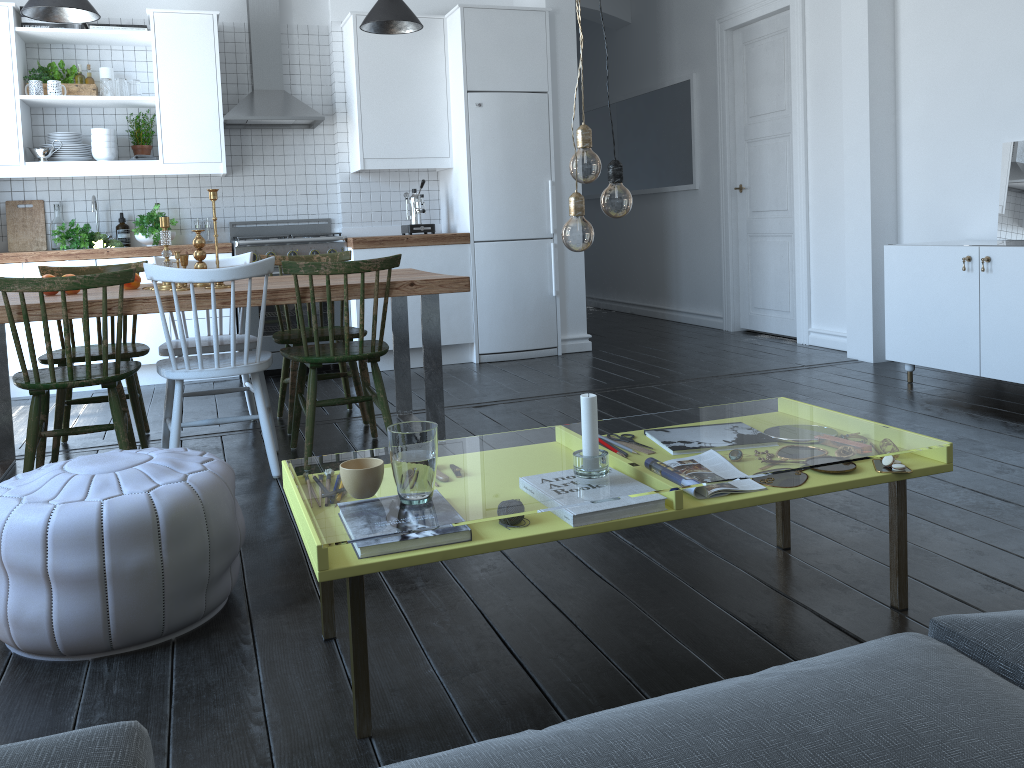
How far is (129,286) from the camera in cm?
377

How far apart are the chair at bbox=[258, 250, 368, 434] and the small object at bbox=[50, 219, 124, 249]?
1.72m

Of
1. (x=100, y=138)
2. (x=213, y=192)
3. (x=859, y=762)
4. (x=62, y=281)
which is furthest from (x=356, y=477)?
(x=100, y=138)

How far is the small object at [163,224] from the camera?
3.64m

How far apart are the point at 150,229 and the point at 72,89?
0.98m

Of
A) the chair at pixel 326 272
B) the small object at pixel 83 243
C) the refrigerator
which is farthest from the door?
the small object at pixel 83 243

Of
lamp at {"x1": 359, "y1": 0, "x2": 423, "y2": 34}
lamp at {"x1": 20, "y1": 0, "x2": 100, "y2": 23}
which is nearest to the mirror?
lamp at {"x1": 359, "y1": 0, "x2": 423, "y2": 34}

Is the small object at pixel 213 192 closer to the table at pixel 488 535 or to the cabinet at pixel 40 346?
the table at pixel 488 535

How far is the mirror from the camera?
4.42m

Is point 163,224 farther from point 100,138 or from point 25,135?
point 25,135
